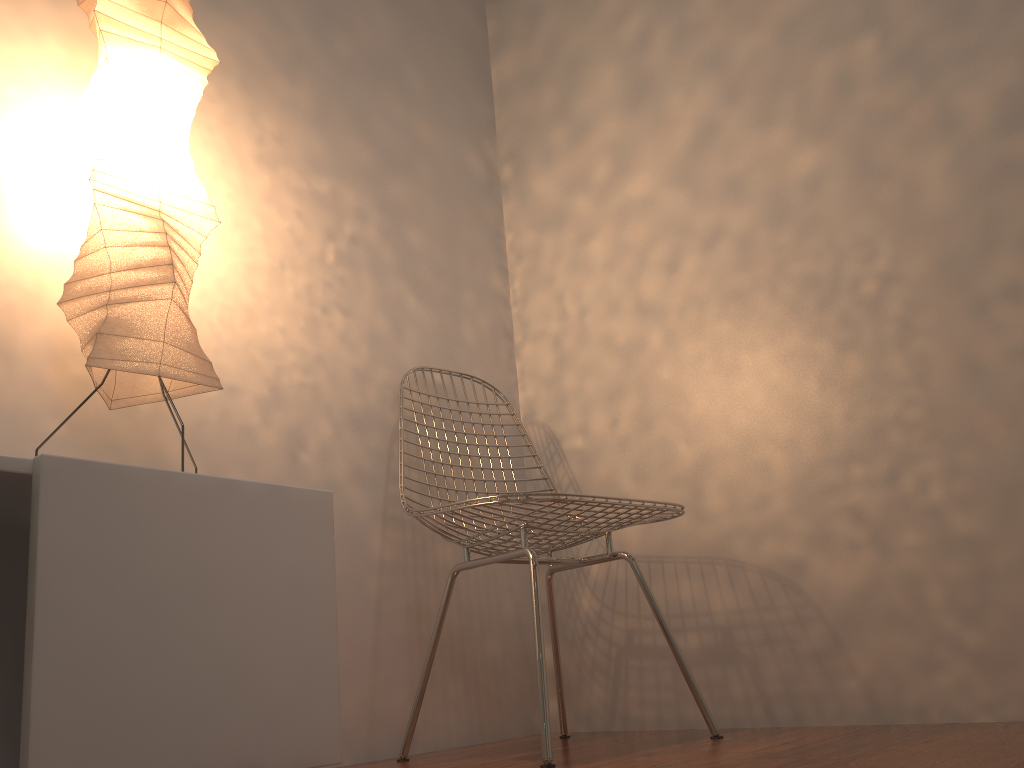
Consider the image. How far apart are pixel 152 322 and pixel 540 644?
0.8m

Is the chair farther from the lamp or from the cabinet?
the lamp

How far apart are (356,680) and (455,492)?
0.46m

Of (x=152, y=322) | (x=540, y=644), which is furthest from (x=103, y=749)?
(x=540, y=644)

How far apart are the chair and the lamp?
0.48m

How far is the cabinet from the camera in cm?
97

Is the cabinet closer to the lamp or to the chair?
the lamp

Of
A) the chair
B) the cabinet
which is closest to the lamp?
the cabinet

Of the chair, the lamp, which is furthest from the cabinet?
the chair

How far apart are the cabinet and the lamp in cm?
22
